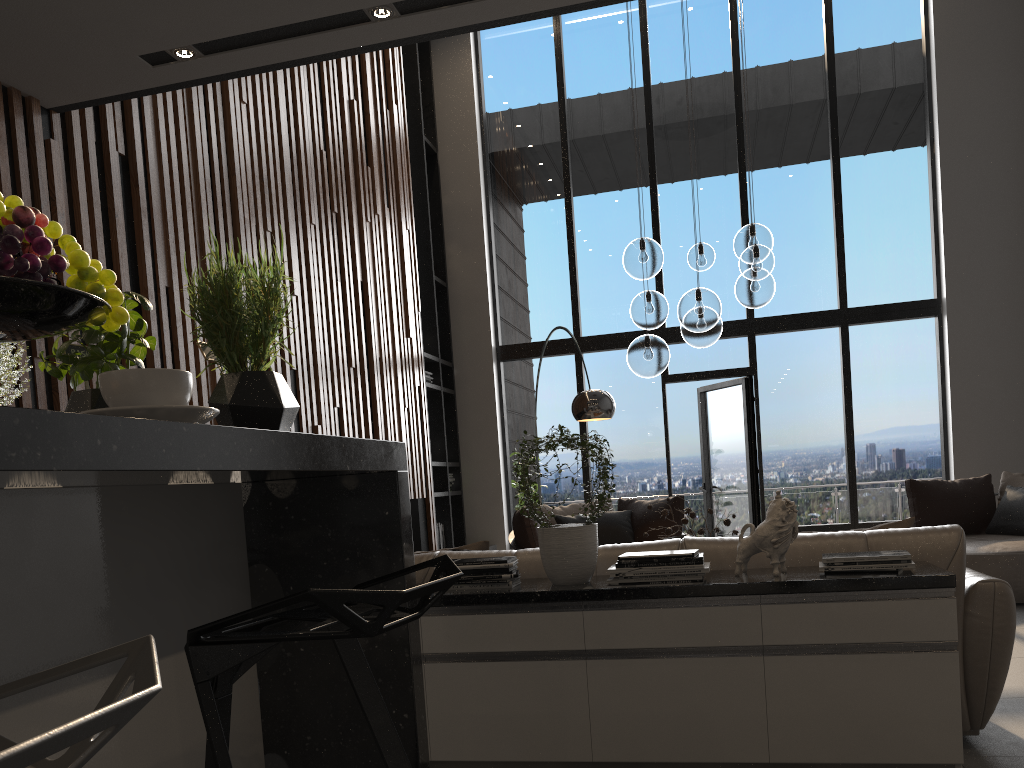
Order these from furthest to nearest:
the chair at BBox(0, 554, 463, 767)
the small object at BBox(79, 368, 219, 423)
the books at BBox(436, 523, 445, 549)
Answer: the books at BBox(436, 523, 445, 549) → the small object at BBox(79, 368, 219, 423) → the chair at BBox(0, 554, 463, 767)

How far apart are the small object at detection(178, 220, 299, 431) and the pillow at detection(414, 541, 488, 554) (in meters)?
2.34

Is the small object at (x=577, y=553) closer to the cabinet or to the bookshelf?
the cabinet

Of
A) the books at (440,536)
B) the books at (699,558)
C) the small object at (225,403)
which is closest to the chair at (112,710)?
the small object at (225,403)

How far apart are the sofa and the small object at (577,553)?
0.2 meters

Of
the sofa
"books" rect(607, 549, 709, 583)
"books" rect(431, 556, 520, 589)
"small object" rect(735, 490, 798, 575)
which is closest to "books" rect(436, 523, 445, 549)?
the sofa

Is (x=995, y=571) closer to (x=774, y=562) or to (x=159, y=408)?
(x=774, y=562)

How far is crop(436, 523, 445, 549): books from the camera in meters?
8.4 m

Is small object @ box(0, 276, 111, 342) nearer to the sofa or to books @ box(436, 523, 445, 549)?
the sofa

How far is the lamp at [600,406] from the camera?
6.25m
